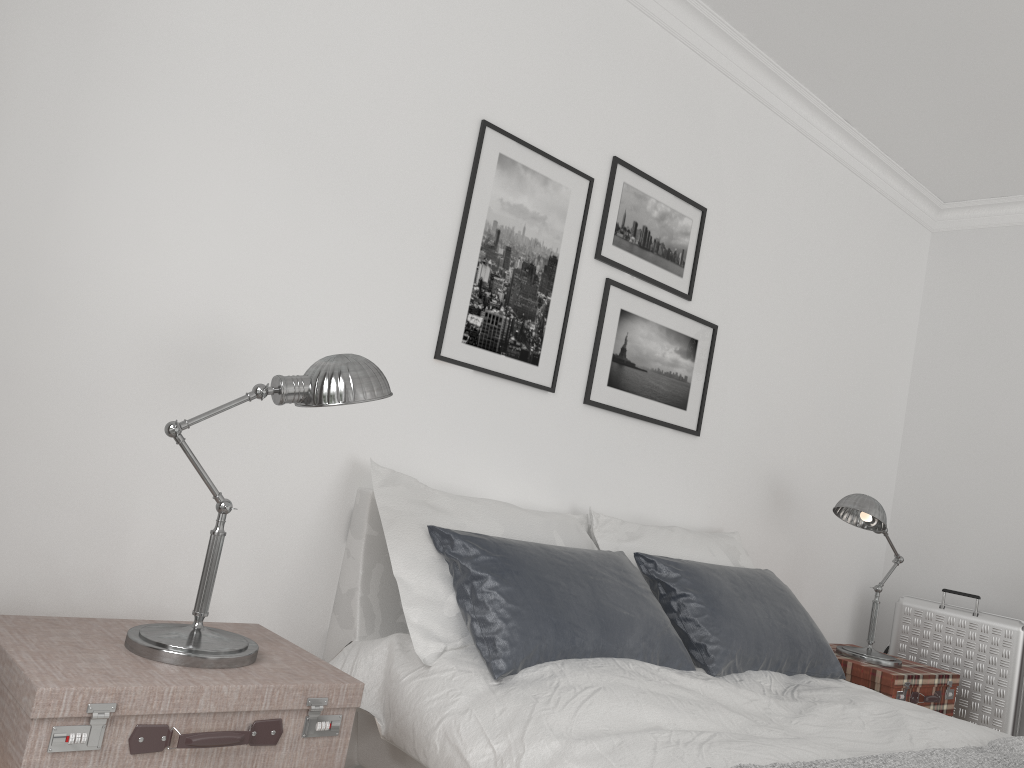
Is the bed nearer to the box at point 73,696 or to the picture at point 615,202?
the box at point 73,696

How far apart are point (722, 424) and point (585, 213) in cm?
122

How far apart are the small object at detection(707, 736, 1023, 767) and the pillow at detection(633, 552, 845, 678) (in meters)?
0.68

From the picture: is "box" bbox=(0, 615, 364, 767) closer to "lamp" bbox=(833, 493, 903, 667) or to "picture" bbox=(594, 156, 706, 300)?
"picture" bbox=(594, 156, 706, 300)

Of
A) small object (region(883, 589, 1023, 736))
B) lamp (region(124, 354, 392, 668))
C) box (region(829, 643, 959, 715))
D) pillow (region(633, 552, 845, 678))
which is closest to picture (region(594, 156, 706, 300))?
pillow (region(633, 552, 845, 678))

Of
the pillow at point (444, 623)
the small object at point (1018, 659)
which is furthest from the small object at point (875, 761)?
the small object at point (1018, 659)

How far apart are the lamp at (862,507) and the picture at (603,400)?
0.69m

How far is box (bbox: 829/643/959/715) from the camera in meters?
3.6 m

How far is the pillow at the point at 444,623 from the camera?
2.3m

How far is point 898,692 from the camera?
3.57m
